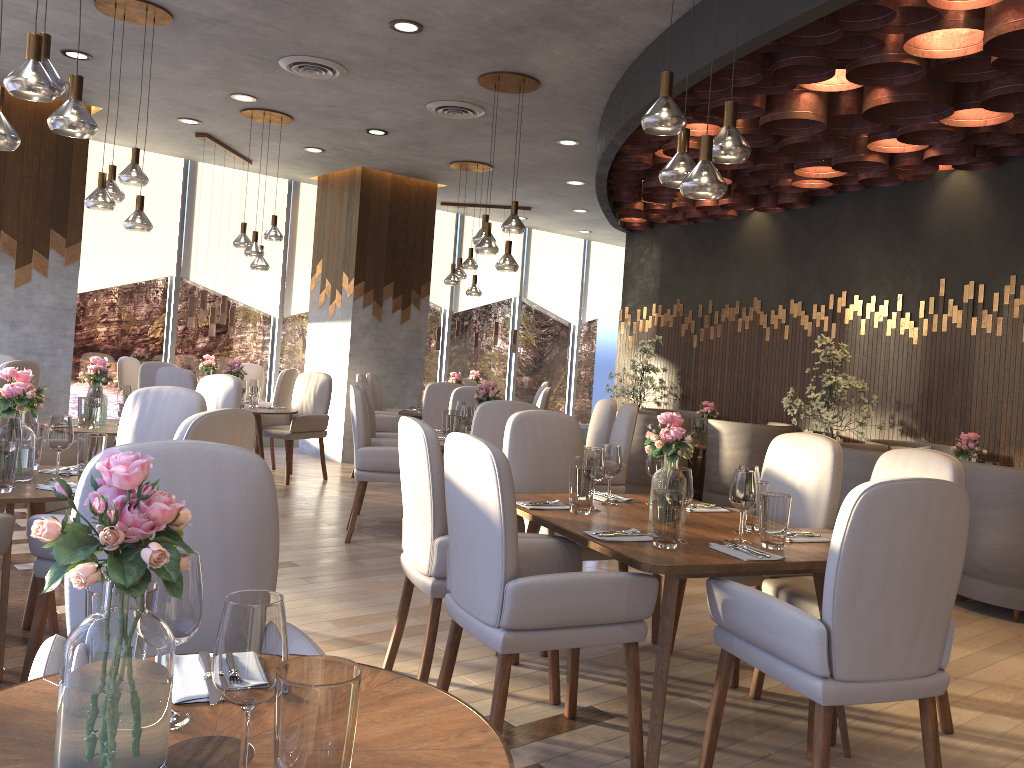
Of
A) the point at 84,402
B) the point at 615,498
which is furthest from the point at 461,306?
the point at 615,498

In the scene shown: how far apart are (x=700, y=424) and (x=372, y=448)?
3.8m

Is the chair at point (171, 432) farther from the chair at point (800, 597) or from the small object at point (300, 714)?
the small object at point (300, 714)

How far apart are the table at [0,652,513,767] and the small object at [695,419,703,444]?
7.0 meters

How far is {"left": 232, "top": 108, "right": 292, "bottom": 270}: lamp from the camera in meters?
7.4

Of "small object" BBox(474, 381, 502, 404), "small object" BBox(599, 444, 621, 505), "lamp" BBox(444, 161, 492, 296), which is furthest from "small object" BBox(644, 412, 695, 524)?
"lamp" BBox(444, 161, 492, 296)

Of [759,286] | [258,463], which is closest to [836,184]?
[759,286]

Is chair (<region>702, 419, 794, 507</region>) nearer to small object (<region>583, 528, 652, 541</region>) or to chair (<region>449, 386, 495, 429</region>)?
chair (<region>449, 386, 495, 429</region>)

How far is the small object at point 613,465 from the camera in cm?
360

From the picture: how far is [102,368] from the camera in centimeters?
538cm
